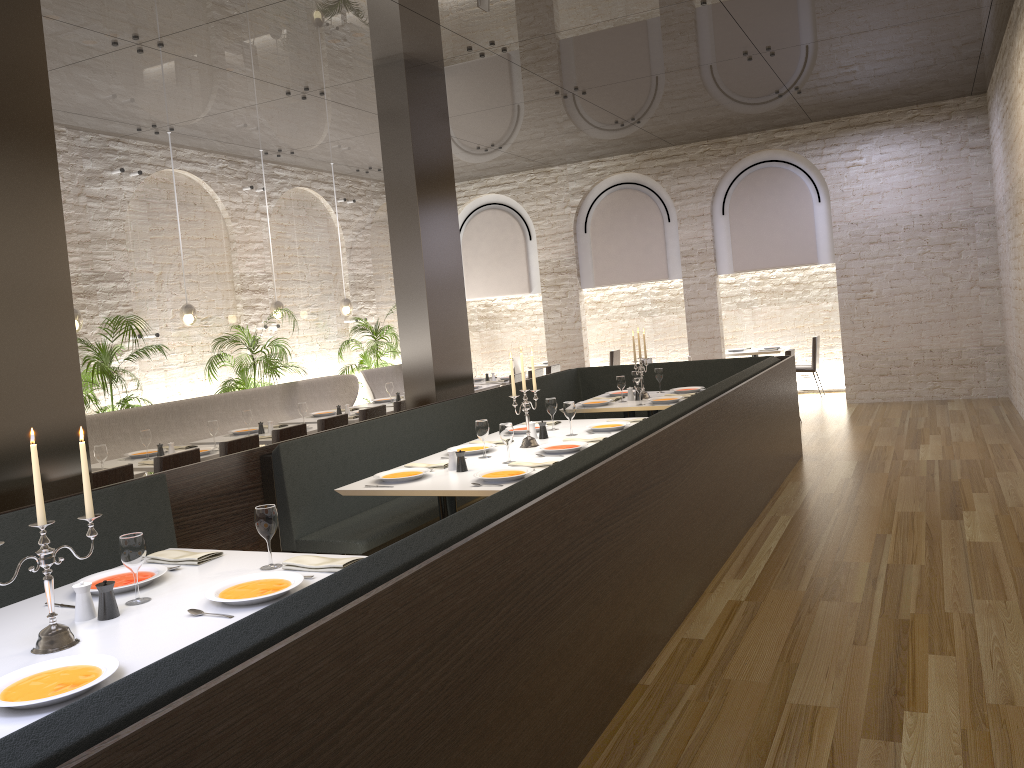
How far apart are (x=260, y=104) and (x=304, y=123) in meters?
1.0 m

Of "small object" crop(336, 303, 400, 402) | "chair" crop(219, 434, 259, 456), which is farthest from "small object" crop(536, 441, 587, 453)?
"small object" crop(336, 303, 400, 402)

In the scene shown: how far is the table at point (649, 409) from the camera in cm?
742

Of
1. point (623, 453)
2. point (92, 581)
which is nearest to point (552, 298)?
point (623, 453)

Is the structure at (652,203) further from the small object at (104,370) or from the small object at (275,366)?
the small object at (104,370)

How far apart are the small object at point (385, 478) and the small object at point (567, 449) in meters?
0.8 m

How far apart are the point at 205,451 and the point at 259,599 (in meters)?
4.24

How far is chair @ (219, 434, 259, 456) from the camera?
6.4m

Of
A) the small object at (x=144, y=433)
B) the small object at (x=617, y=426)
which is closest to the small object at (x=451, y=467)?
the small object at (x=617, y=426)

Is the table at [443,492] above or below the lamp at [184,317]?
below
